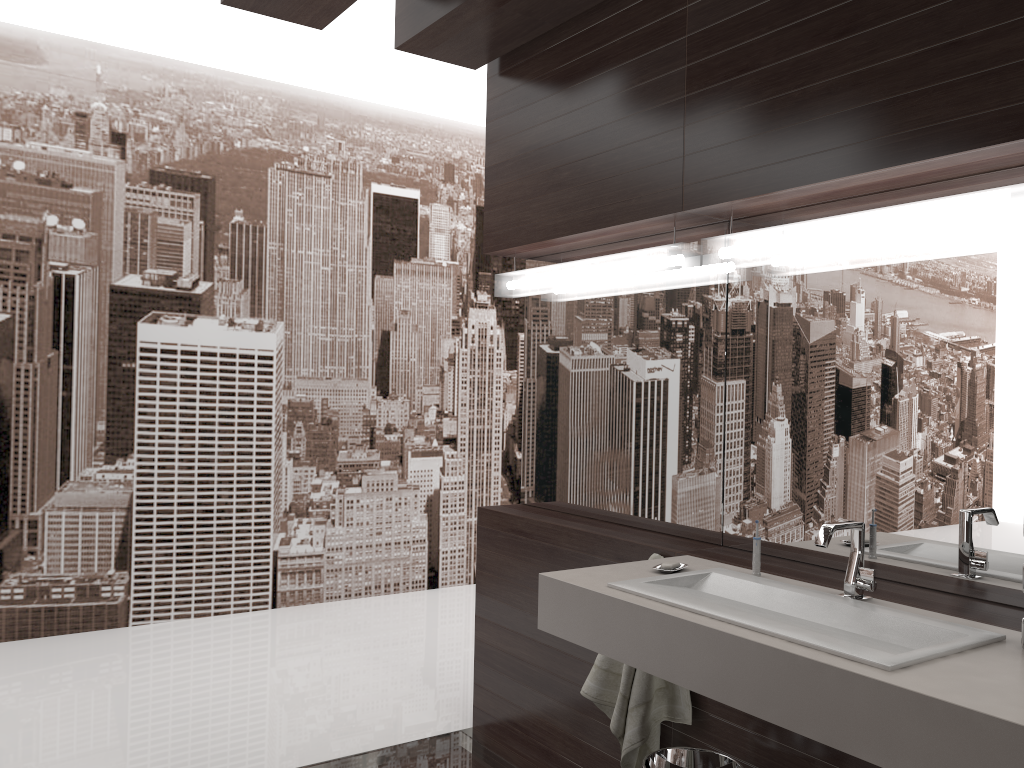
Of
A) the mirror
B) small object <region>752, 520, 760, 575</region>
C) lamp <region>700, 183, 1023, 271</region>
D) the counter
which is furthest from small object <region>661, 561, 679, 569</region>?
lamp <region>700, 183, 1023, 271</region>

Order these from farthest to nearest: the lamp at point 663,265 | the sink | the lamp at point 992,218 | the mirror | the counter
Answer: the lamp at point 663,265
the mirror
the lamp at point 992,218
the sink
the counter

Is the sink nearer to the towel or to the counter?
the counter

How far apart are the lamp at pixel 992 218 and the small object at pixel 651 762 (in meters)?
1.22

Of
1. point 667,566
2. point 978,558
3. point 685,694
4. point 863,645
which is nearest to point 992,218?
point 978,558

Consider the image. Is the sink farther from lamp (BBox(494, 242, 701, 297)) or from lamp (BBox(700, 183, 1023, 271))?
lamp (BBox(494, 242, 701, 297))

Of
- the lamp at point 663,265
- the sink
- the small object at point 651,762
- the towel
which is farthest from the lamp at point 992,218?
the small object at point 651,762

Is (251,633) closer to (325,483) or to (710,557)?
(325,483)

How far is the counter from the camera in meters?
1.3 m

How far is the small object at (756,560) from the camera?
2.1 meters
